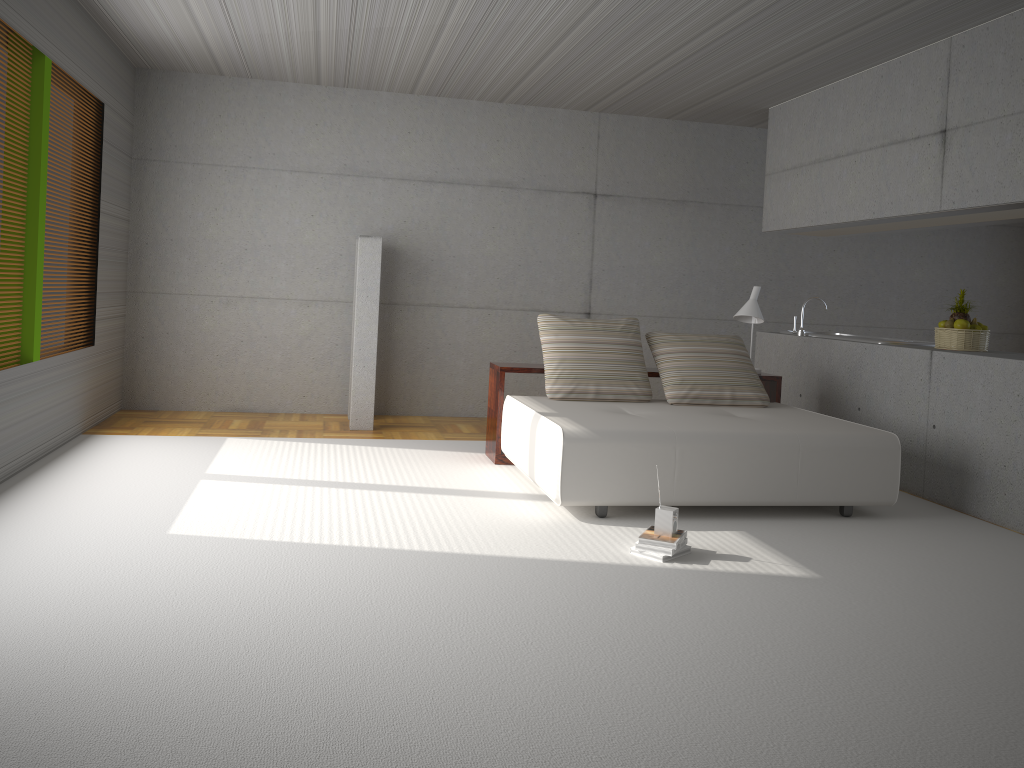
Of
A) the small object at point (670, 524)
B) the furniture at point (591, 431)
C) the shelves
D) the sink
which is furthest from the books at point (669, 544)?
the sink

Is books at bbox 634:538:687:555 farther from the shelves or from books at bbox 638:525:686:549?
the shelves

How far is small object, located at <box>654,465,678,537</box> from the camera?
4.4m

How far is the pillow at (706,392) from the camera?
6.34m

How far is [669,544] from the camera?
4.3 meters

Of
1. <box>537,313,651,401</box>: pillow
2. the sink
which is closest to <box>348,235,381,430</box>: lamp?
<box>537,313,651,401</box>: pillow

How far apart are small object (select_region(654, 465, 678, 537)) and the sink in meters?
3.3 m

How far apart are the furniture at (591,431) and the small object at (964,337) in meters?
1.1 m

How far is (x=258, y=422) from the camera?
7.9 meters

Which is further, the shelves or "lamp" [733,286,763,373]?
"lamp" [733,286,763,373]
